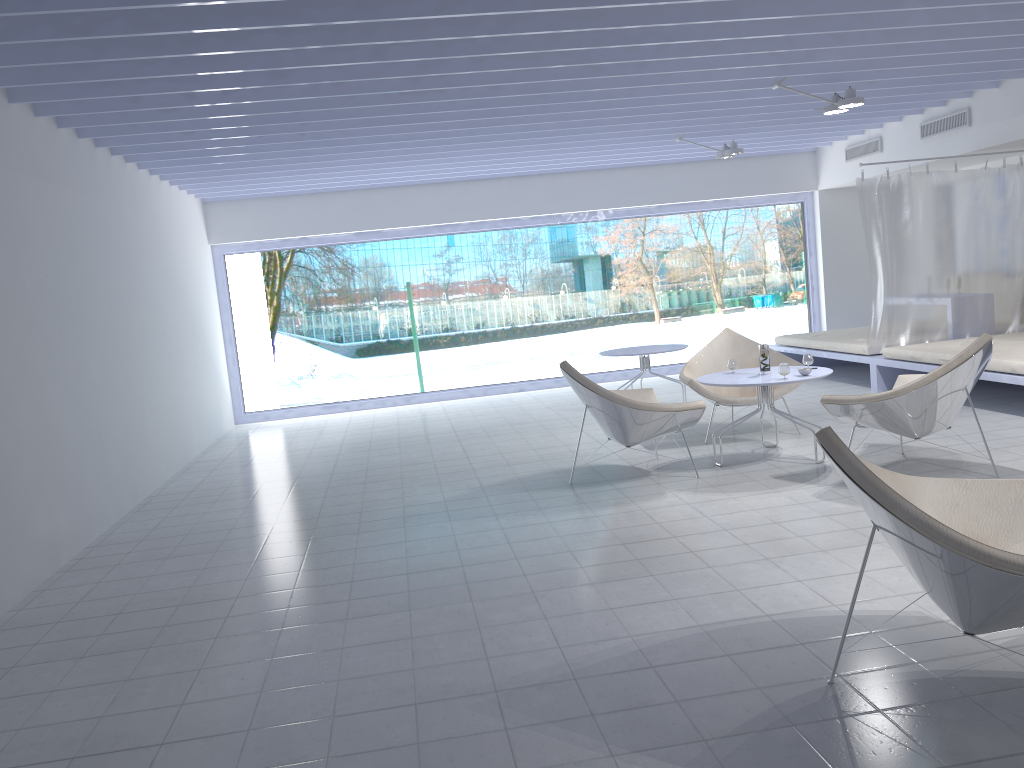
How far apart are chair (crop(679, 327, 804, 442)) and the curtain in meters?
1.6

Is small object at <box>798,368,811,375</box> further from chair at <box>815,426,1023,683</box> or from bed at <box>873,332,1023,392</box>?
chair at <box>815,426,1023,683</box>

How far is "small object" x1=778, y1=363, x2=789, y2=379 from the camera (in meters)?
5.21

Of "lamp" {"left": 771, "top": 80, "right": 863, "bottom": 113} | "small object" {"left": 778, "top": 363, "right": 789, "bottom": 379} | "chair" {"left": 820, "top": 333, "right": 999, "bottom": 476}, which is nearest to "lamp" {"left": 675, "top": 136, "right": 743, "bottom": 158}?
"lamp" {"left": 771, "top": 80, "right": 863, "bottom": 113}

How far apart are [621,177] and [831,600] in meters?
7.6

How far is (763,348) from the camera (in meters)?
5.53

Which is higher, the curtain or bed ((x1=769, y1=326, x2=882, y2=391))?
the curtain

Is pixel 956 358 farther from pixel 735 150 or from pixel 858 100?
pixel 735 150

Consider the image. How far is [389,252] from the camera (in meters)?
11.61

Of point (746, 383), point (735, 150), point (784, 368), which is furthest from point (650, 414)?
point (735, 150)
